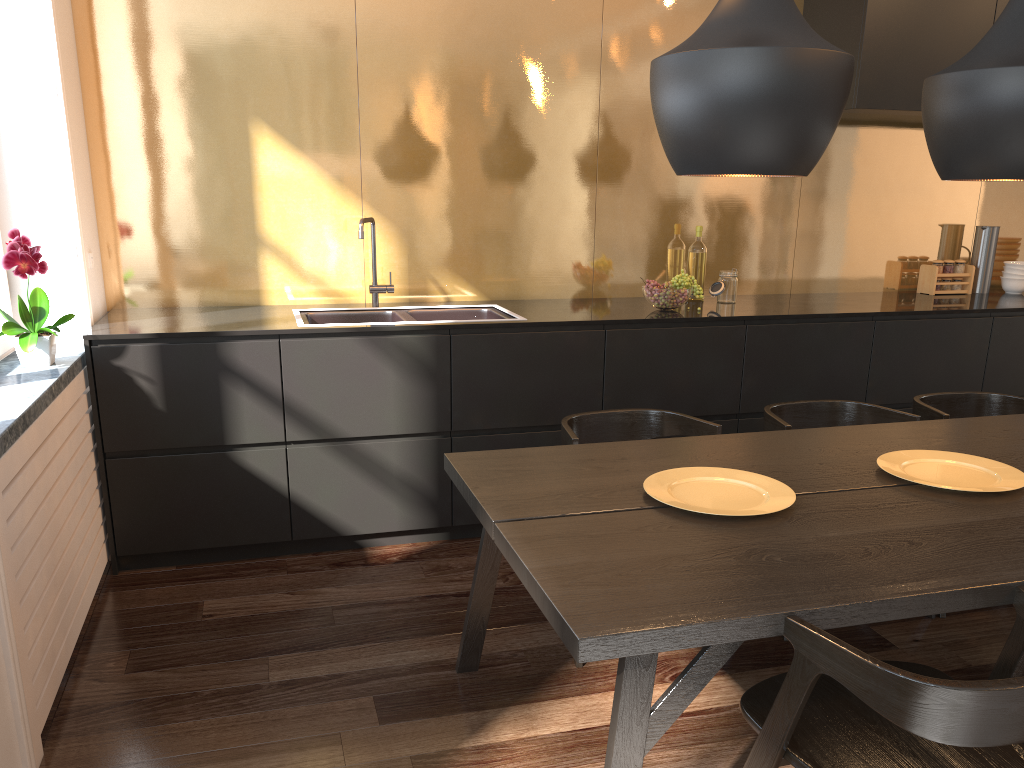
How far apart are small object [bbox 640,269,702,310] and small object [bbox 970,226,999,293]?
1.8m

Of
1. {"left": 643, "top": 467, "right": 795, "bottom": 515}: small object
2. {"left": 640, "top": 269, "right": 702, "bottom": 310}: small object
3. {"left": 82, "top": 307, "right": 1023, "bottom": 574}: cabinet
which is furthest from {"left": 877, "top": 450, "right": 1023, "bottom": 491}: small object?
{"left": 640, "top": 269, "right": 702, "bottom": 310}: small object

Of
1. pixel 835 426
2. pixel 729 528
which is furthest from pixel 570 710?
pixel 835 426

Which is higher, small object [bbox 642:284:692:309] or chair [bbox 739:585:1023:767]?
small object [bbox 642:284:692:309]

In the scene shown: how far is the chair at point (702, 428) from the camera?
2.8 meters

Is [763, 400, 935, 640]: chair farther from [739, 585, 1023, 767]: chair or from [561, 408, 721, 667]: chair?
[739, 585, 1023, 767]: chair

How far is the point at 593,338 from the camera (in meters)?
3.54

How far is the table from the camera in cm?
153

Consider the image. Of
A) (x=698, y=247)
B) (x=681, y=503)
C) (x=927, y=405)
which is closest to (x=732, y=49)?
(x=681, y=503)

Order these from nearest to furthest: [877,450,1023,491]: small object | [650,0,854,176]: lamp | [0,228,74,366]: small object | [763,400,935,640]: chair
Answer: [650,0,854,176]: lamp, [877,450,1023,491]: small object, [0,228,74,366]: small object, [763,400,935,640]: chair
